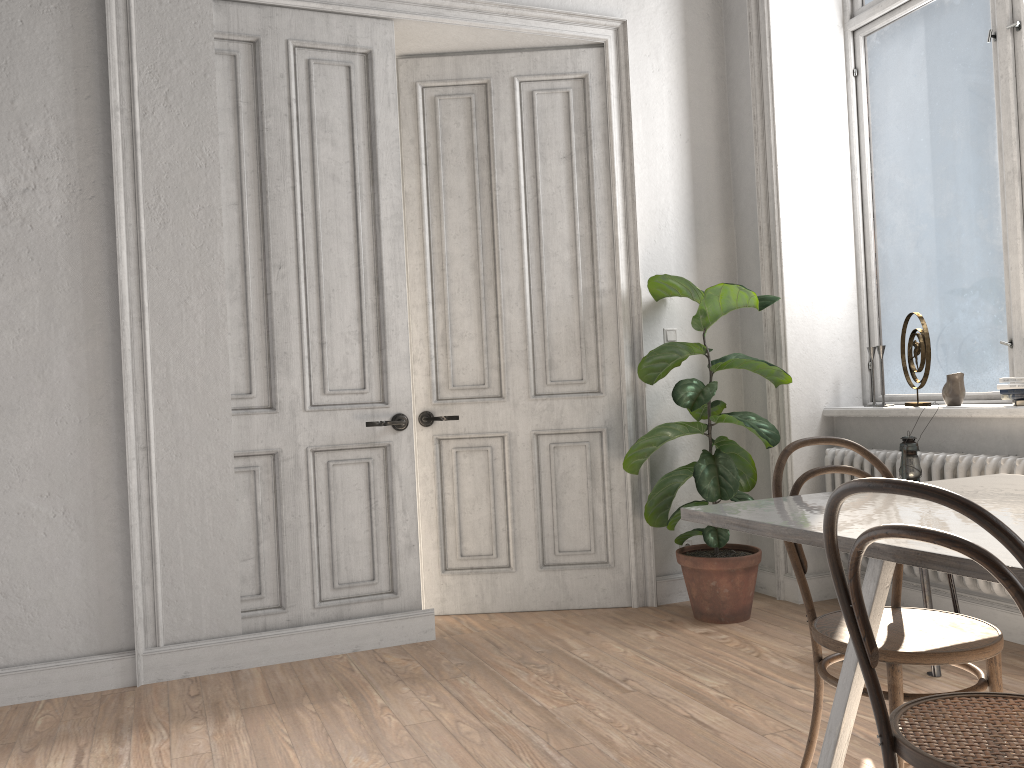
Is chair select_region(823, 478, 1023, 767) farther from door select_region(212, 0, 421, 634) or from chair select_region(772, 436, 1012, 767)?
door select_region(212, 0, 421, 634)

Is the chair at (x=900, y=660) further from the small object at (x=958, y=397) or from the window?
the window

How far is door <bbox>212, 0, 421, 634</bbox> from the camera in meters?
3.8 m

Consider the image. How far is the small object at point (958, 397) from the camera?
3.77m

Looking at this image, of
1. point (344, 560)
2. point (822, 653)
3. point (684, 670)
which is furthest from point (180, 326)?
point (822, 653)

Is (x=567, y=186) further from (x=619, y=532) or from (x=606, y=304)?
(x=619, y=532)

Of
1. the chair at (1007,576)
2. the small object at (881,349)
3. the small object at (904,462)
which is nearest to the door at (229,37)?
the small object at (904,462)

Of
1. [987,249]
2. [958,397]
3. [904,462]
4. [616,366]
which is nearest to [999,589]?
[904,462]

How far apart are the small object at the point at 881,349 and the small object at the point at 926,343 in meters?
0.1

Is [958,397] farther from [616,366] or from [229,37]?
[229,37]
